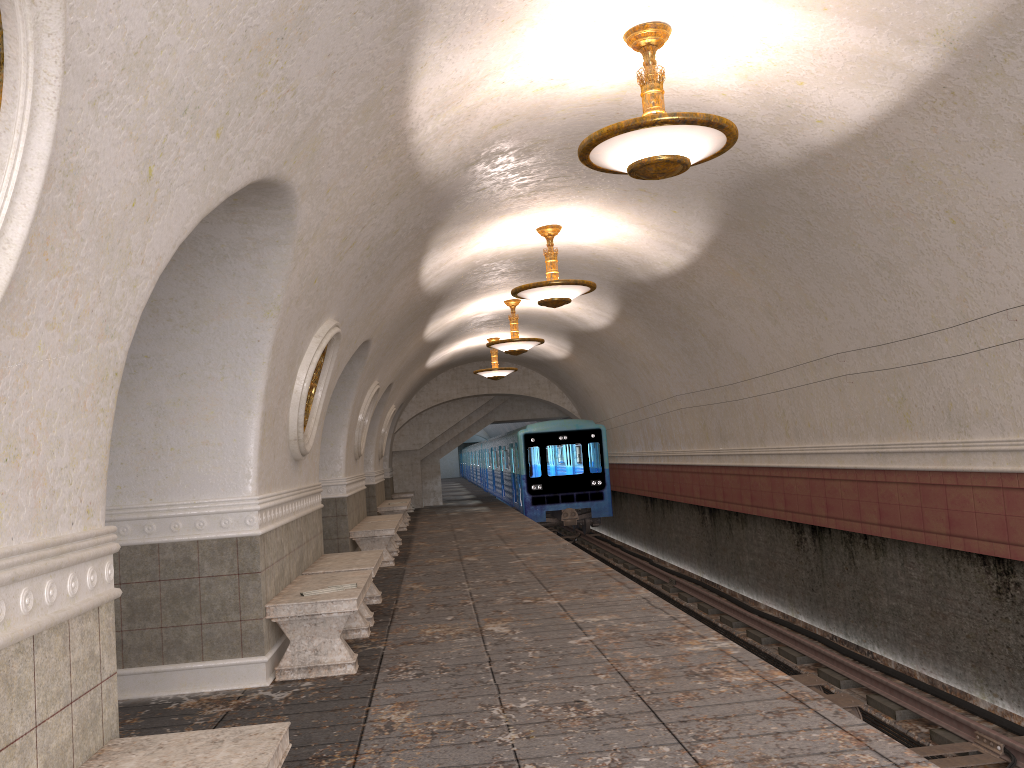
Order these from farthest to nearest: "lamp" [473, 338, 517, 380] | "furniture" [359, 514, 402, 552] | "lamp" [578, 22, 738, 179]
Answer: "lamp" [473, 338, 517, 380] < "furniture" [359, 514, 402, 552] < "lamp" [578, 22, 738, 179]

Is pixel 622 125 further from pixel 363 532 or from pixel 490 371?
pixel 490 371

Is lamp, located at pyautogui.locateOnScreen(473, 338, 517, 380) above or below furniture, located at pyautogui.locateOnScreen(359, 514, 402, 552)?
above

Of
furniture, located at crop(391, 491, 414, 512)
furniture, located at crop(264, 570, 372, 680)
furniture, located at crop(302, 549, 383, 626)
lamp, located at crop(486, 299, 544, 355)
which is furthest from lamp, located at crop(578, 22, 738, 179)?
furniture, located at crop(391, 491, 414, 512)

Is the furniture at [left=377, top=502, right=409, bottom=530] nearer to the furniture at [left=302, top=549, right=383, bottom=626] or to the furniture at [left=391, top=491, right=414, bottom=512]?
the furniture at [left=391, top=491, right=414, bottom=512]

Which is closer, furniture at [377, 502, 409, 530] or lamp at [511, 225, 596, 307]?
lamp at [511, 225, 596, 307]

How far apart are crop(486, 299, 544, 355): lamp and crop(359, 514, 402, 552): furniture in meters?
3.3 m

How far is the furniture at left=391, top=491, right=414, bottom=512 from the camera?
24.0 meters

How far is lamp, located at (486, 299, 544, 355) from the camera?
14.8 meters

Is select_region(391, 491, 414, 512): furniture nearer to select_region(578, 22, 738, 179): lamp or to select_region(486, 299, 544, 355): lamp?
select_region(486, 299, 544, 355): lamp
